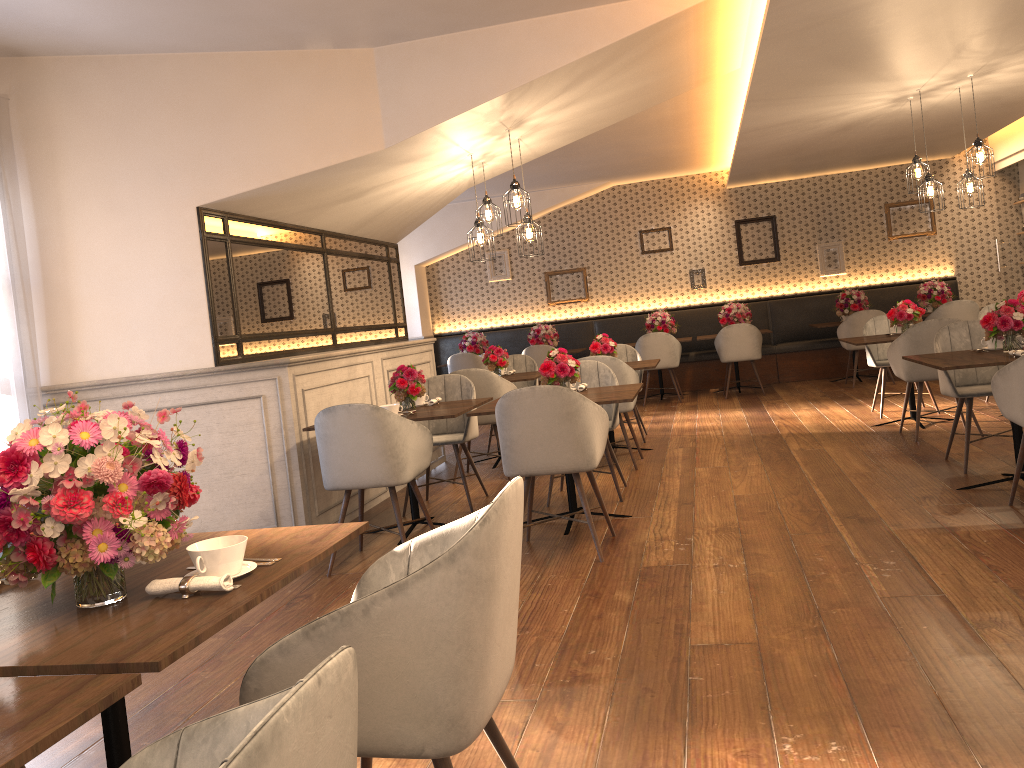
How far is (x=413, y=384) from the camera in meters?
5.1 m

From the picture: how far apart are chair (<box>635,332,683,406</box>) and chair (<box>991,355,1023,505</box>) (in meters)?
6.18

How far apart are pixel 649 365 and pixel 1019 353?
3.0m

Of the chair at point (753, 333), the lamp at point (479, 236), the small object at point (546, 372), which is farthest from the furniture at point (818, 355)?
the small object at point (546, 372)

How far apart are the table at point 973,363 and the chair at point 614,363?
2.0m

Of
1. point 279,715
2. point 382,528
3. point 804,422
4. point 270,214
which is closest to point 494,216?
point 804,422

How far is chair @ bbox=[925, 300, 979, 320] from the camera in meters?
9.7 m

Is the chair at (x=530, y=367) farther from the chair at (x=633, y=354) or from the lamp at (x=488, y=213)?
the lamp at (x=488, y=213)

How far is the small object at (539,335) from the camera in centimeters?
1143cm

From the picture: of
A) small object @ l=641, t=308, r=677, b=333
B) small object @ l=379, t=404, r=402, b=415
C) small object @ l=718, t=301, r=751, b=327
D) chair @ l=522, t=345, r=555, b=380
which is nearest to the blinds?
small object @ l=379, t=404, r=402, b=415
